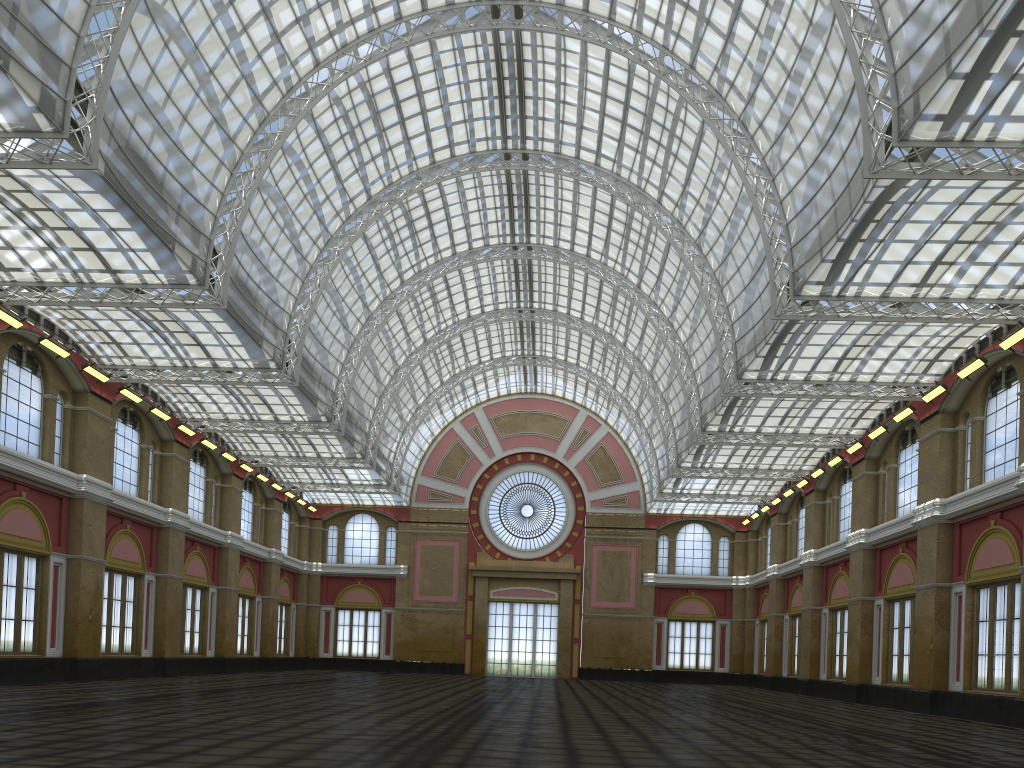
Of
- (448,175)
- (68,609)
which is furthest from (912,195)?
(68,609)

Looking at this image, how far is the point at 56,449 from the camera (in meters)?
39.35
